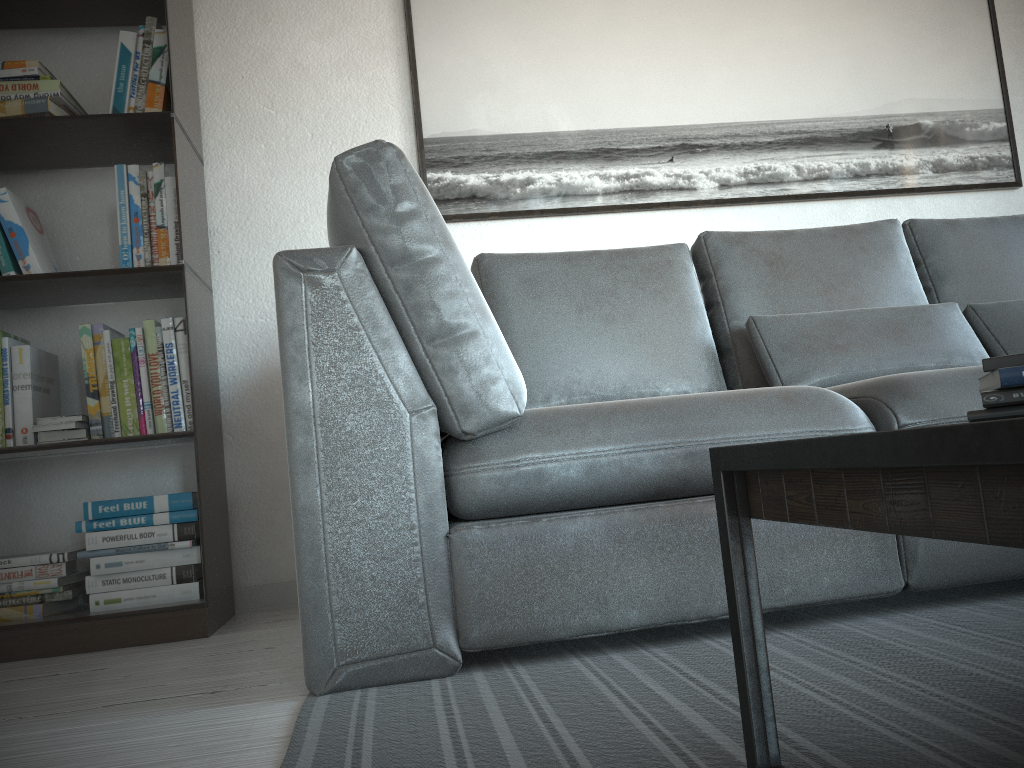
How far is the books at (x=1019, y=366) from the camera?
0.71m

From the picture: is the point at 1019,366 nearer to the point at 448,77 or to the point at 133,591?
the point at 133,591

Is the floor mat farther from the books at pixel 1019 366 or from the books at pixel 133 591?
the books at pixel 133 591

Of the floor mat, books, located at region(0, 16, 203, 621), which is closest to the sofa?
the floor mat

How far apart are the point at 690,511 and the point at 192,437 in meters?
1.3 m

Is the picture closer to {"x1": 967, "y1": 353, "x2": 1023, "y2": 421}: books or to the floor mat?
the floor mat

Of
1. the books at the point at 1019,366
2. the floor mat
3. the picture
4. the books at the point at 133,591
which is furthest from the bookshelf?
the books at the point at 1019,366

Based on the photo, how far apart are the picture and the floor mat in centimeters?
142cm

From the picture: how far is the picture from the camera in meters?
2.7

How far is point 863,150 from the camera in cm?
283
